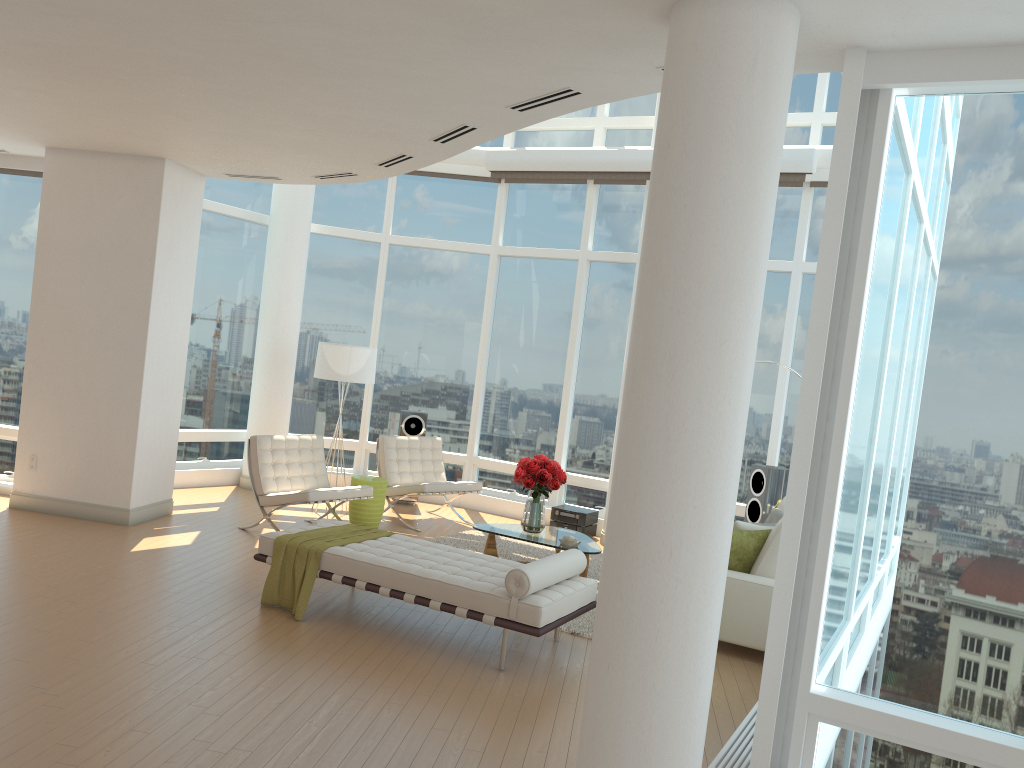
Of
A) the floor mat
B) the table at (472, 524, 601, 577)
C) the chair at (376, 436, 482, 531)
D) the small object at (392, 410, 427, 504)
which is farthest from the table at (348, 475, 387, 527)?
the small object at (392, 410, 427, 504)

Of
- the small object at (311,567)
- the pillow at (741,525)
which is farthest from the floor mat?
the small object at (311,567)

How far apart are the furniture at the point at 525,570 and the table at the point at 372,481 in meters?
2.5

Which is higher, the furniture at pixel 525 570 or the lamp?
the lamp

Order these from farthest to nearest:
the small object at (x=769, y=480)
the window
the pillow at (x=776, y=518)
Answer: the small object at (x=769, y=480) < the pillow at (x=776, y=518) < the window

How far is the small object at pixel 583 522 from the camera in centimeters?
1003cm

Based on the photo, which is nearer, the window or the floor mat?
the window

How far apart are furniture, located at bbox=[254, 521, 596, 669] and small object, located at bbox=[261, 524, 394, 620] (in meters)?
0.04

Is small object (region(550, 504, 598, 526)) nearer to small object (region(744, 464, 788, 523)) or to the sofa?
small object (region(744, 464, 788, 523))

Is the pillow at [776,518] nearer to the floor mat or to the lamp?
the floor mat
